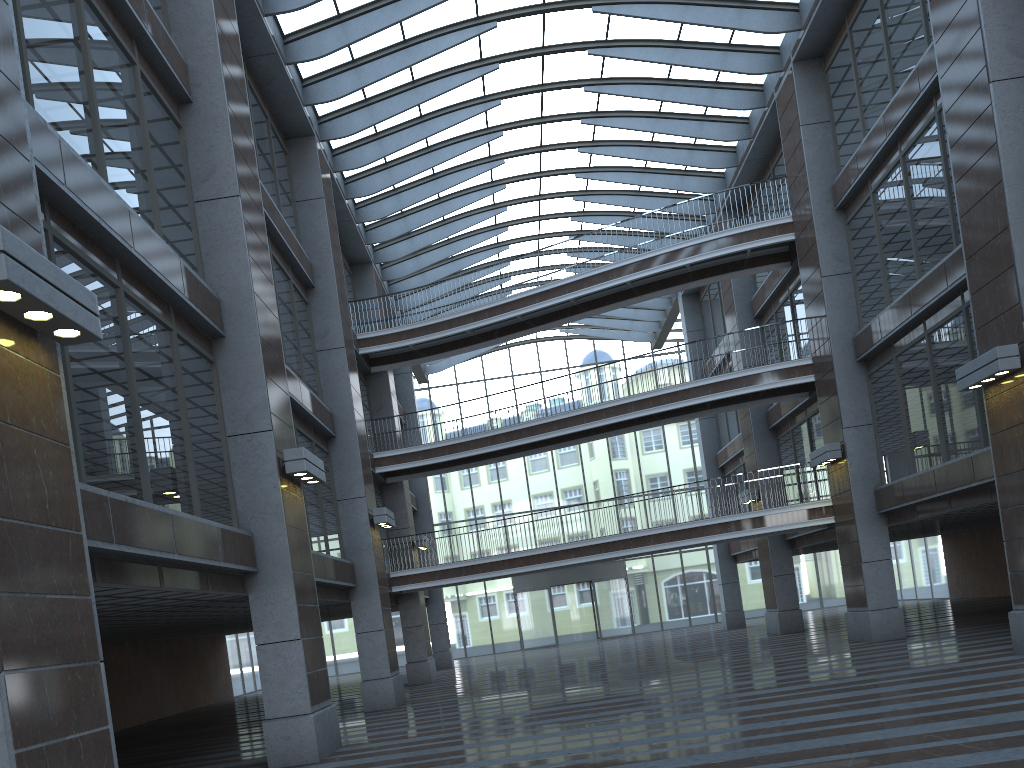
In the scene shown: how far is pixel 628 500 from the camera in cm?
2317

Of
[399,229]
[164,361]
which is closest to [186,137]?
[164,361]
